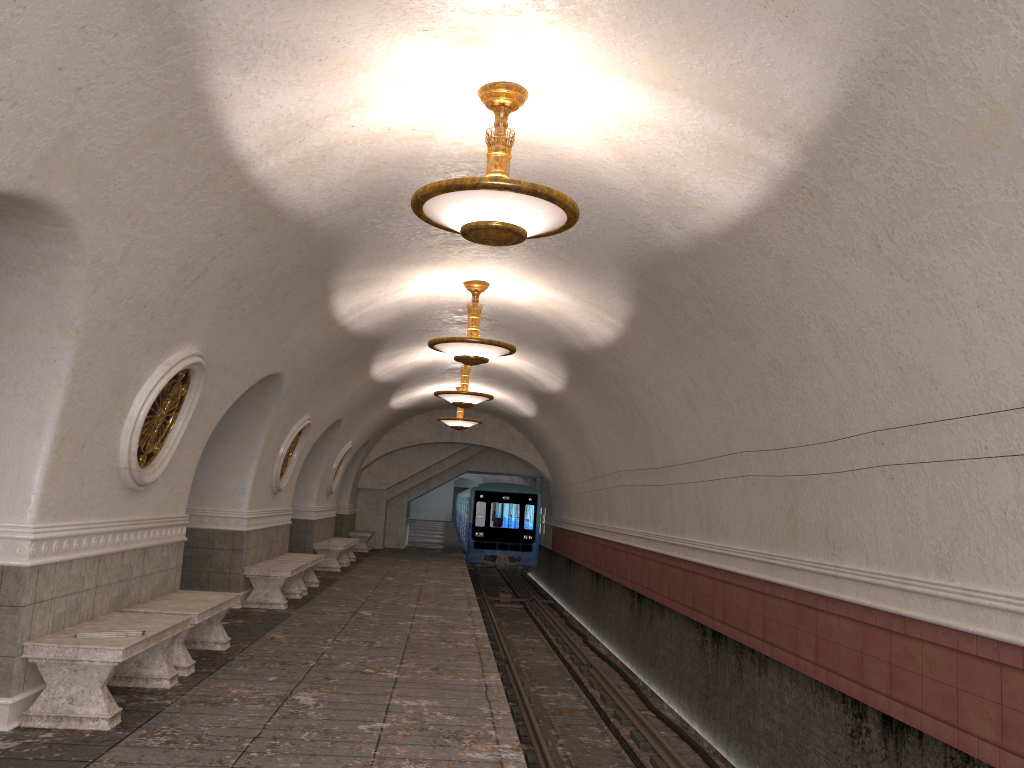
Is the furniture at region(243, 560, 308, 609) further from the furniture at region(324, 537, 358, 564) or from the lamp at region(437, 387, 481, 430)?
the lamp at region(437, 387, 481, 430)

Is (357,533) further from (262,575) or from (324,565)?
(262,575)

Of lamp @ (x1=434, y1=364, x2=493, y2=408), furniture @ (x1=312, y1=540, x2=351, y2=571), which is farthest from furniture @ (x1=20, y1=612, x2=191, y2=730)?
furniture @ (x1=312, y1=540, x2=351, y2=571)

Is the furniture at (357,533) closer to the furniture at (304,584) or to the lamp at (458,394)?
the furniture at (304,584)

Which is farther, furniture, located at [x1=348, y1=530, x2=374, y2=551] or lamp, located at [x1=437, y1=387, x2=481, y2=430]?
furniture, located at [x1=348, y1=530, x2=374, y2=551]

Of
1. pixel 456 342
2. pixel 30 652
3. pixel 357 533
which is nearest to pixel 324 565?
pixel 357 533

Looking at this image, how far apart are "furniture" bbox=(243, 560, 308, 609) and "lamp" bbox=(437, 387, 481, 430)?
7.0m

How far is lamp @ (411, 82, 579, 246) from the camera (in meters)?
4.88

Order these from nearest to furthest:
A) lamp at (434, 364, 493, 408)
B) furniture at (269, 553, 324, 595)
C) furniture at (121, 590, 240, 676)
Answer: furniture at (121, 590, 240, 676) < furniture at (269, 553, 324, 595) < lamp at (434, 364, 493, 408)

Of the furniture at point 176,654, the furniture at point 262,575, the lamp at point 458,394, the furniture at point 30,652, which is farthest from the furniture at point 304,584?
the furniture at point 30,652
